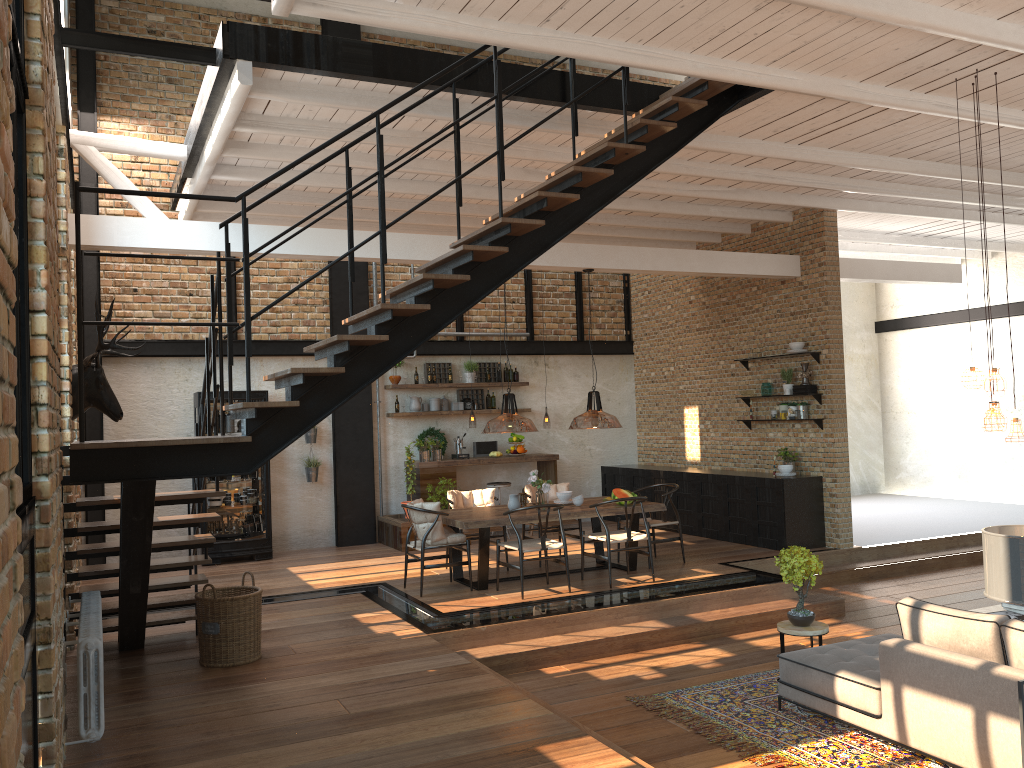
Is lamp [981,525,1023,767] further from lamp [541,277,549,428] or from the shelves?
lamp [541,277,549,428]

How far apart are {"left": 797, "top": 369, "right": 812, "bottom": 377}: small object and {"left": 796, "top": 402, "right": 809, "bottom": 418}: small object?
0.4m

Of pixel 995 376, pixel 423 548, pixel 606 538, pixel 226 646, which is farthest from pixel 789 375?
pixel 226 646

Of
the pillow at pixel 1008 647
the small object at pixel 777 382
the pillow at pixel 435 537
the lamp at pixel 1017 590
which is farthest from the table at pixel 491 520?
the lamp at pixel 1017 590

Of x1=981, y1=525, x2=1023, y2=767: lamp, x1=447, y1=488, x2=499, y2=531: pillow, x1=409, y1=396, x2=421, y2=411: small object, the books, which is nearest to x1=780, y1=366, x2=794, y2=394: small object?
x1=447, y1=488, x2=499, y2=531: pillow

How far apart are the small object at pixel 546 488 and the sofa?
3.51m

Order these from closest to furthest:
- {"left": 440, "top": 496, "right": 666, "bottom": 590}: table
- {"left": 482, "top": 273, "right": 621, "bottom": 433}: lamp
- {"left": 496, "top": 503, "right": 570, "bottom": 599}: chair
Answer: {"left": 482, "top": 273, "right": 621, "bottom": 433}: lamp → {"left": 496, "top": 503, "right": 570, "bottom": 599}: chair → {"left": 440, "top": 496, "right": 666, "bottom": 590}: table

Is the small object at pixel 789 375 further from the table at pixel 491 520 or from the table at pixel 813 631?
the table at pixel 813 631

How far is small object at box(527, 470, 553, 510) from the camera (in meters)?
8.96

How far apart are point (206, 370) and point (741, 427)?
7.9 meters
